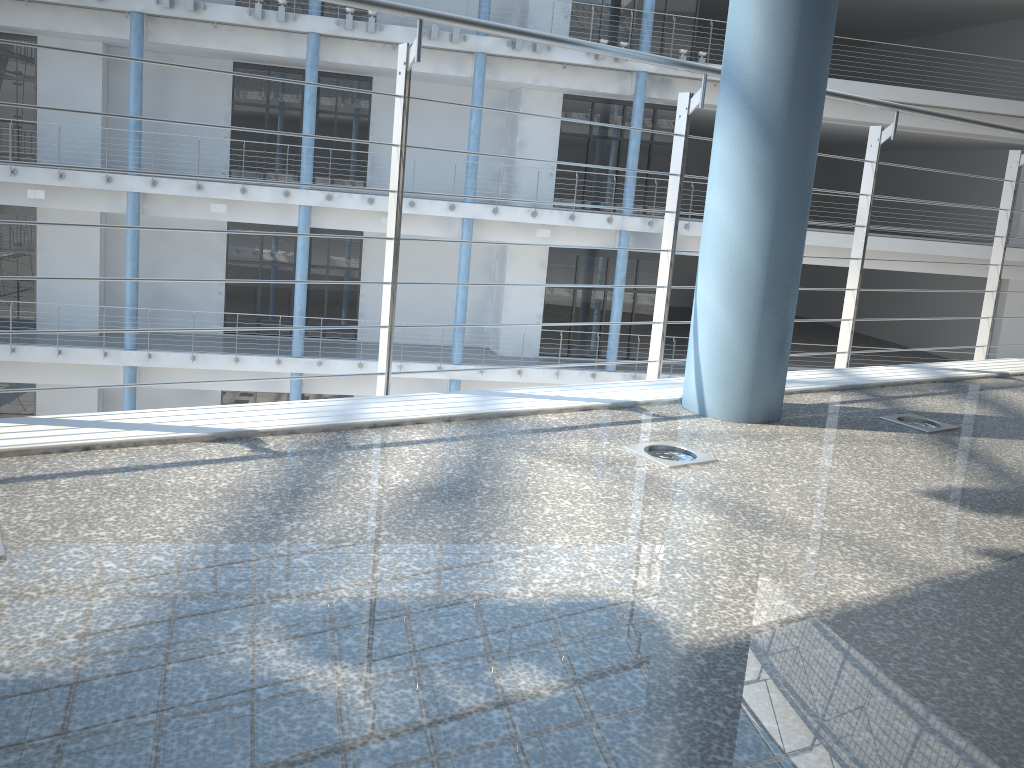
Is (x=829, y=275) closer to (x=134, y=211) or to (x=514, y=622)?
(x=134, y=211)
